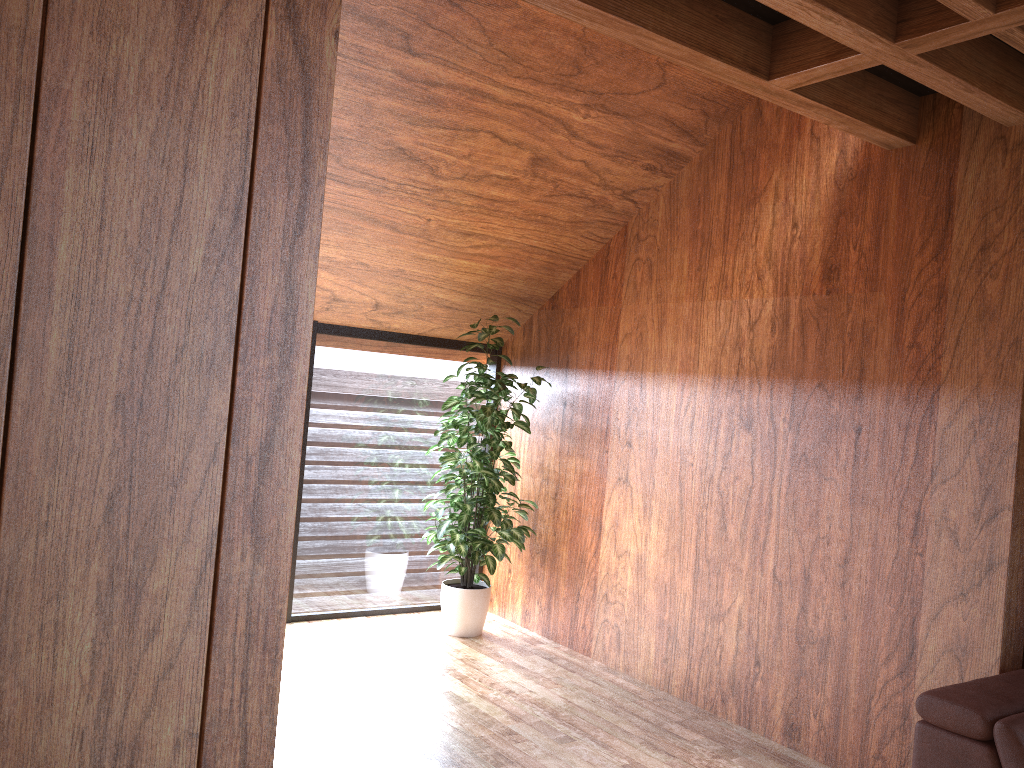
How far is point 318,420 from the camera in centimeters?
466cm

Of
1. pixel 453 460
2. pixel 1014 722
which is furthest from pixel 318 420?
pixel 1014 722

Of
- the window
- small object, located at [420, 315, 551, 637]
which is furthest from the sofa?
the window

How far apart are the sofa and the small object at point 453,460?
2.3m

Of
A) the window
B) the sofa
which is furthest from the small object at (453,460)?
the sofa

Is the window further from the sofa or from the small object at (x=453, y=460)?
the sofa

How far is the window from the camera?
4.7 meters

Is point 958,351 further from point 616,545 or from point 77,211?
point 77,211

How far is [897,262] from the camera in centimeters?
320cm

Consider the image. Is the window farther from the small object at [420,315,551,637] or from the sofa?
the sofa
